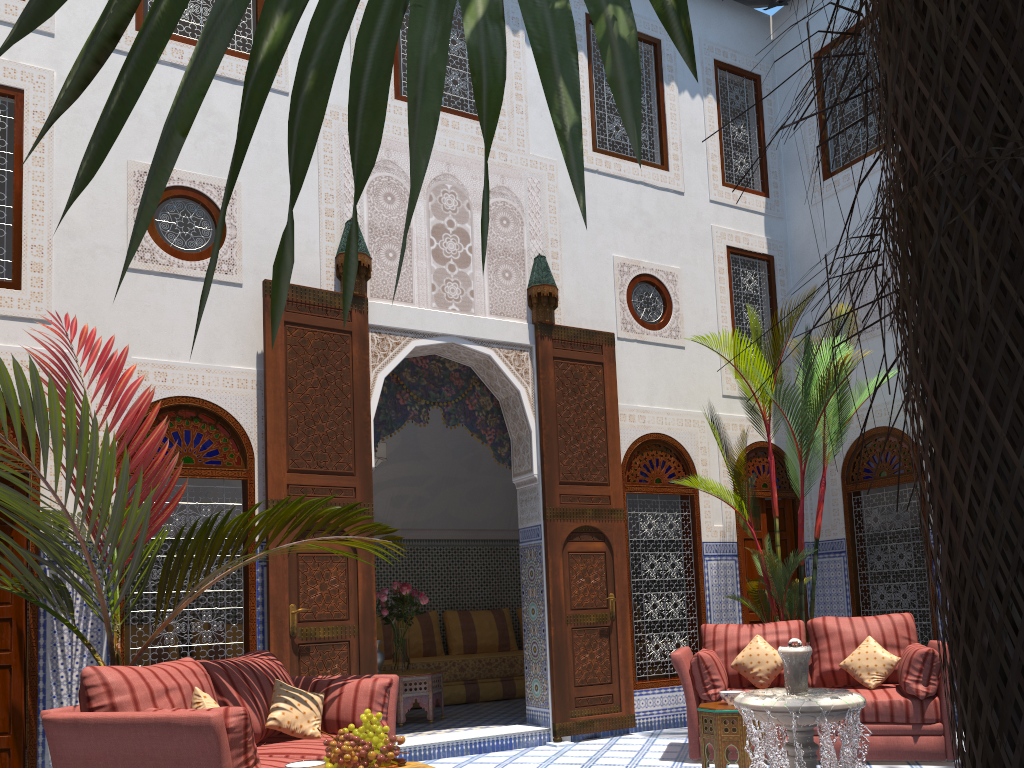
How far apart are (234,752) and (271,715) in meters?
0.8 m

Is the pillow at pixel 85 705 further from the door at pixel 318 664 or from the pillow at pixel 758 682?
the pillow at pixel 758 682

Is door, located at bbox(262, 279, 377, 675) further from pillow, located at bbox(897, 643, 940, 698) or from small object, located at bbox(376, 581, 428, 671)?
pillow, located at bbox(897, 643, 940, 698)

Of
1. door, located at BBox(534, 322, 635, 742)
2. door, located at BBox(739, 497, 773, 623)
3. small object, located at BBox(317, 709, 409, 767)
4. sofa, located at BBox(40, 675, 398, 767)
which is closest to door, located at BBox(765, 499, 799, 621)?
door, located at BBox(739, 497, 773, 623)

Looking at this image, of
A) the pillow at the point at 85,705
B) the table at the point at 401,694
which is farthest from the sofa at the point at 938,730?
the pillow at the point at 85,705

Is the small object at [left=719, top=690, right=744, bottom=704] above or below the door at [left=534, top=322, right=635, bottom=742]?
below

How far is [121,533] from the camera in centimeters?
369cm

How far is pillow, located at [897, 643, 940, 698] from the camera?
4.0m

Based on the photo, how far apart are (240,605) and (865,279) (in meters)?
6.51

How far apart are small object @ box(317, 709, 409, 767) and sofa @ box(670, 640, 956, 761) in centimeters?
194cm
